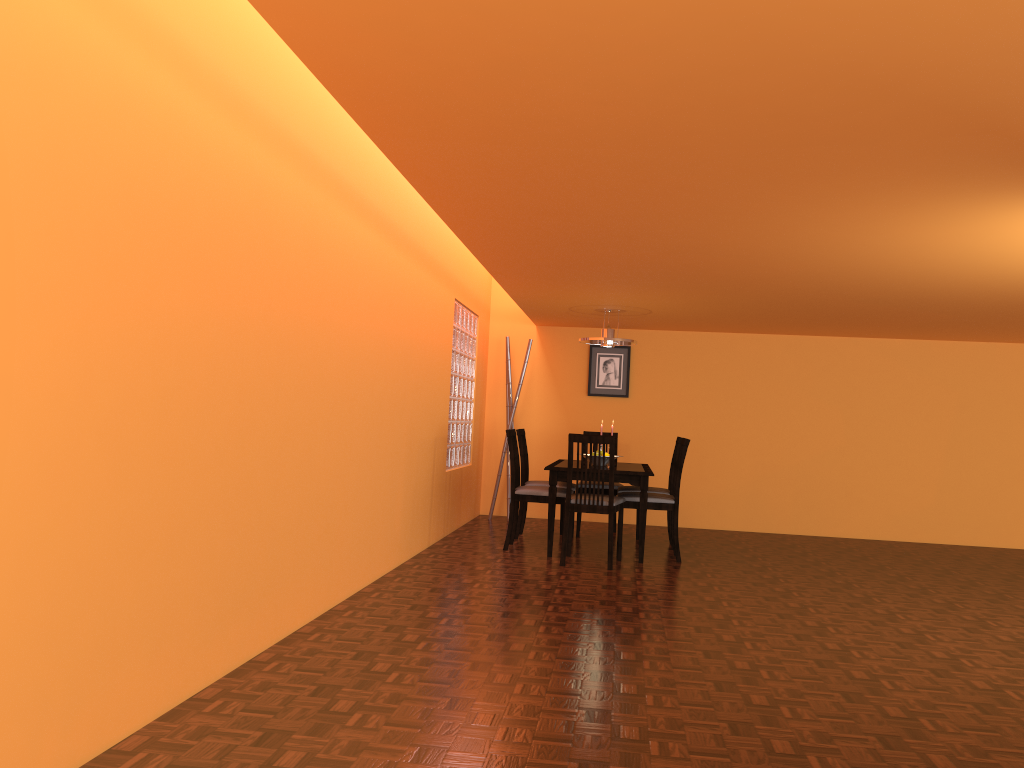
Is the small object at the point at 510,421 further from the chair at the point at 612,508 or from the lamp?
the chair at the point at 612,508

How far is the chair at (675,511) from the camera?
5.74m

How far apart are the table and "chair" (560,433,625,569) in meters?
0.1

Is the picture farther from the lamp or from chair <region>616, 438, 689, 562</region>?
chair <region>616, 438, 689, 562</region>

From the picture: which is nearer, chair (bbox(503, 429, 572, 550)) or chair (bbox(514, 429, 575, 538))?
chair (bbox(503, 429, 572, 550))

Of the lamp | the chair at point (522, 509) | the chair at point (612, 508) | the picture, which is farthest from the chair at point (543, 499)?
the picture

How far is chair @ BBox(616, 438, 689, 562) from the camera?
5.7 meters

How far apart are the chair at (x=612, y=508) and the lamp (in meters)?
1.25

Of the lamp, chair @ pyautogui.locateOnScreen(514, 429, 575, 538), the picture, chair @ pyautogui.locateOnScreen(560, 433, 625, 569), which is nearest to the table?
chair @ pyautogui.locateOnScreen(560, 433, 625, 569)

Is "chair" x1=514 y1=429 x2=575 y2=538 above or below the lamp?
below
